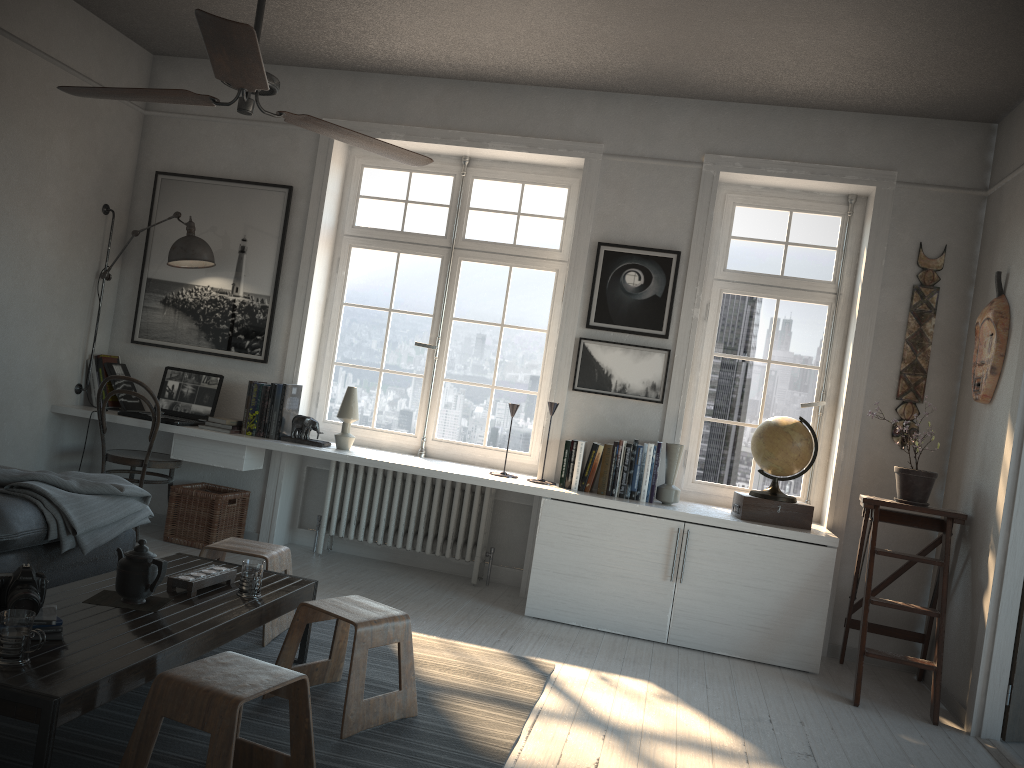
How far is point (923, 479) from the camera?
4.19m

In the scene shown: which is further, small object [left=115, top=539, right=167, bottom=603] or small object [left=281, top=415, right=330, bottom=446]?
small object [left=281, top=415, right=330, bottom=446]

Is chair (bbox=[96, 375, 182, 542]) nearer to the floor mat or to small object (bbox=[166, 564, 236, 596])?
the floor mat

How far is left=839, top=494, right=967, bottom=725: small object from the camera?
3.9 meters

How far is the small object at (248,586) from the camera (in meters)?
2.99

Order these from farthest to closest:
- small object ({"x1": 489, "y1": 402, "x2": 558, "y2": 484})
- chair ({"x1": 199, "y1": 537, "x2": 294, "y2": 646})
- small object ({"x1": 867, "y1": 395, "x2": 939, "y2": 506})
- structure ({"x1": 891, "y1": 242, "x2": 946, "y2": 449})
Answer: small object ({"x1": 489, "y1": 402, "x2": 558, "y2": 484}), structure ({"x1": 891, "y1": 242, "x2": 946, "y2": 449}), small object ({"x1": 867, "y1": 395, "x2": 939, "y2": 506}), chair ({"x1": 199, "y1": 537, "x2": 294, "y2": 646})

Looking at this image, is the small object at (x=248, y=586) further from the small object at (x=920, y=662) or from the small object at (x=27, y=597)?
the small object at (x=920, y=662)

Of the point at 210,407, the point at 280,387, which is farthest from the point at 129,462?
the point at 280,387

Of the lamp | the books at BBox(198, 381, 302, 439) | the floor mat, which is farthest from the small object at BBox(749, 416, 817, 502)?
the lamp

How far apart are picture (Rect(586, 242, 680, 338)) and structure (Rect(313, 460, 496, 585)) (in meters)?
1.10
